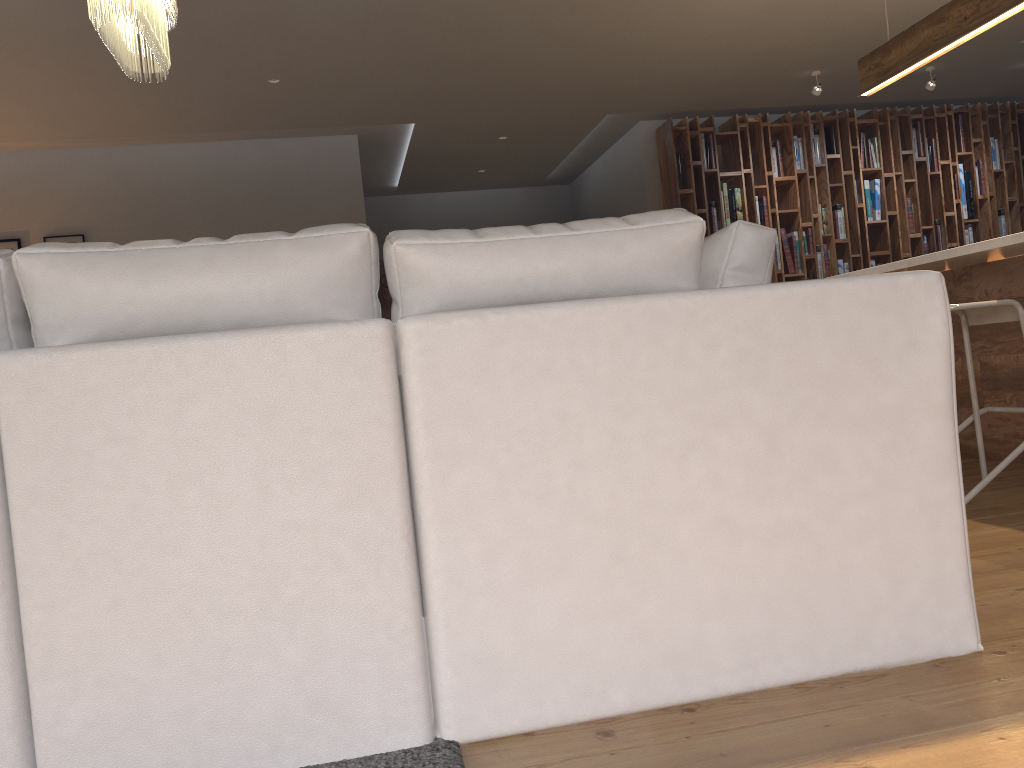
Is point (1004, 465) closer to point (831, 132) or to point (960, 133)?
point (831, 132)

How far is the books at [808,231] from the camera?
7.93m

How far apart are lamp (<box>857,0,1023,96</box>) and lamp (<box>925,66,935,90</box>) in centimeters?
250cm

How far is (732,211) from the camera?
7.8 meters

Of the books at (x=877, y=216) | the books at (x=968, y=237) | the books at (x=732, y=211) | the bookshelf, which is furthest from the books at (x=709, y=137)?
the books at (x=877, y=216)

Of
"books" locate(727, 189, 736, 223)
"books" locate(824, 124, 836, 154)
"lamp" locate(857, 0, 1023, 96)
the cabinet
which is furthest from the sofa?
"books" locate(824, 124, 836, 154)

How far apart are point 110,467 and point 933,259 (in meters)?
3.45

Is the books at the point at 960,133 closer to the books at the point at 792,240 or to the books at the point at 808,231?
the books at the point at 808,231

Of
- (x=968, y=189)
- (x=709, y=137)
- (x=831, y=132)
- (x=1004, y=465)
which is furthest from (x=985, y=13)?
(x=968, y=189)

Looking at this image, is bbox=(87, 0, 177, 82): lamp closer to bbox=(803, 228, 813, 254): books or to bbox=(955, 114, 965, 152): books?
bbox=(803, 228, 813, 254): books
